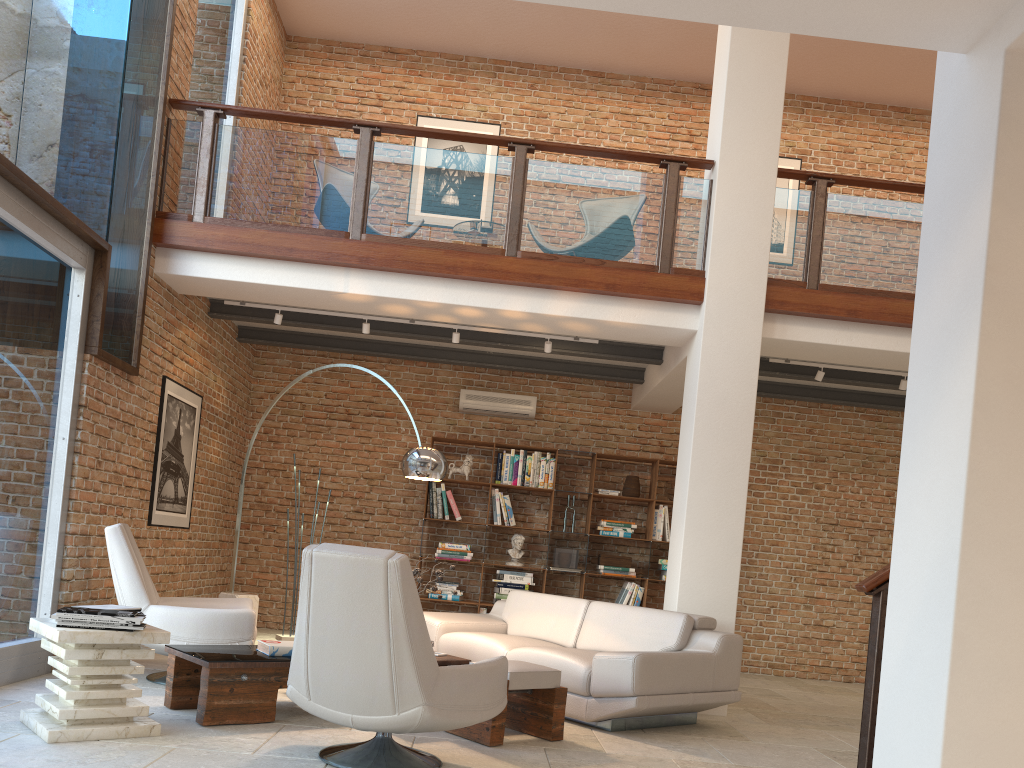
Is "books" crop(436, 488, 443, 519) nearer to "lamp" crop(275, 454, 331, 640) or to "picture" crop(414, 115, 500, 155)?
"lamp" crop(275, 454, 331, 640)

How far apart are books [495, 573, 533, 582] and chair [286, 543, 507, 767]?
4.8m

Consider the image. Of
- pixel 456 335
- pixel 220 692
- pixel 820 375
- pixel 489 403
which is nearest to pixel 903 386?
pixel 820 375

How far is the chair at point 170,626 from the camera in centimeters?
518cm

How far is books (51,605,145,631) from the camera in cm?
386

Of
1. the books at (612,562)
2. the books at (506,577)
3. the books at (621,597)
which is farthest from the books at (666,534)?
the books at (506,577)

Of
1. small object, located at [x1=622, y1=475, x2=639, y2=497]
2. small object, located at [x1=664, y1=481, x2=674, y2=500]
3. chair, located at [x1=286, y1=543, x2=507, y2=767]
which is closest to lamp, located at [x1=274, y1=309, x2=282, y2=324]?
small object, located at [x1=622, y1=475, x2=639, y2=497]

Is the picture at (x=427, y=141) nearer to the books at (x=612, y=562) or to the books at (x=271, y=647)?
the books at (x=612, y=562)

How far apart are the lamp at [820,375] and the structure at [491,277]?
0.82m

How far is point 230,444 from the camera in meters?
8.8 m
